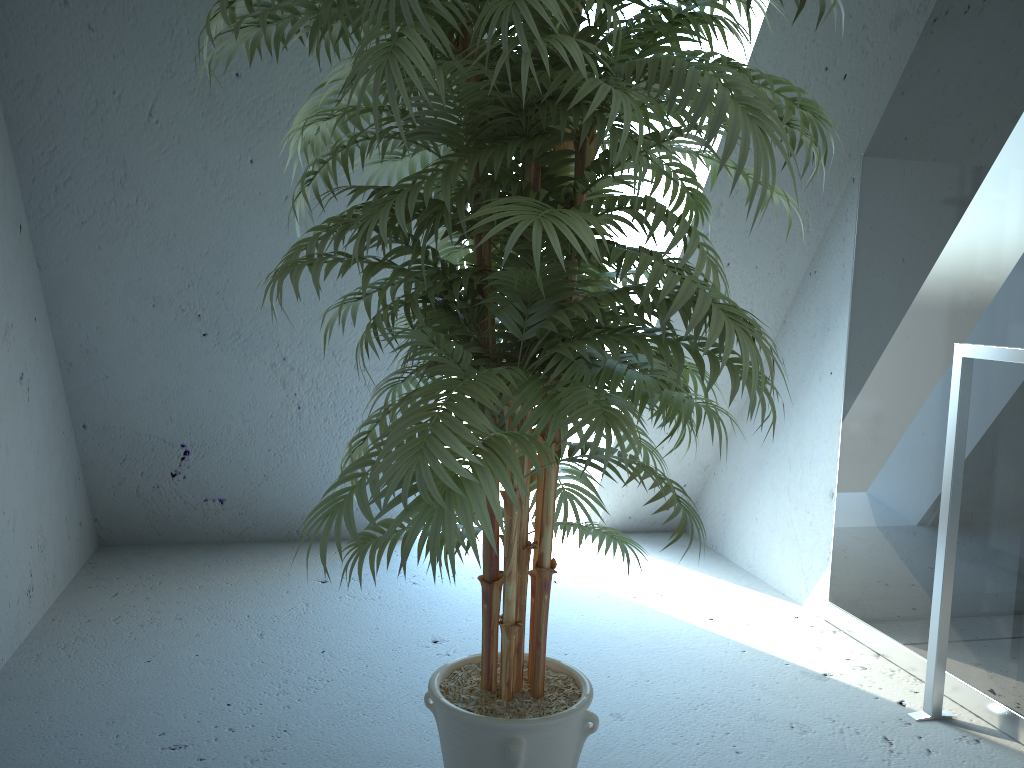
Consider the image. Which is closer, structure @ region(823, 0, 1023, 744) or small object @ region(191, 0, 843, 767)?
small object @ region(191, 0, 843, 767)

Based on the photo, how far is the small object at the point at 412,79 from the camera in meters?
1.0

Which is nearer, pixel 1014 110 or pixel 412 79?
pixel 412 79

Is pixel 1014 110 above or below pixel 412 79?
above

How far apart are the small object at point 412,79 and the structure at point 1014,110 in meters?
0.7

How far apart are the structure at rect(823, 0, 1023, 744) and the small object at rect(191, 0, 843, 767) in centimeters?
70cm

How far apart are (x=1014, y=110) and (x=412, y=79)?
1.6 meters

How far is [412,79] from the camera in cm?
105

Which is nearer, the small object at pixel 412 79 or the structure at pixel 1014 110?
the small object at pixel 412 79

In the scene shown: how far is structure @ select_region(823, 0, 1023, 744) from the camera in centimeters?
198cm
